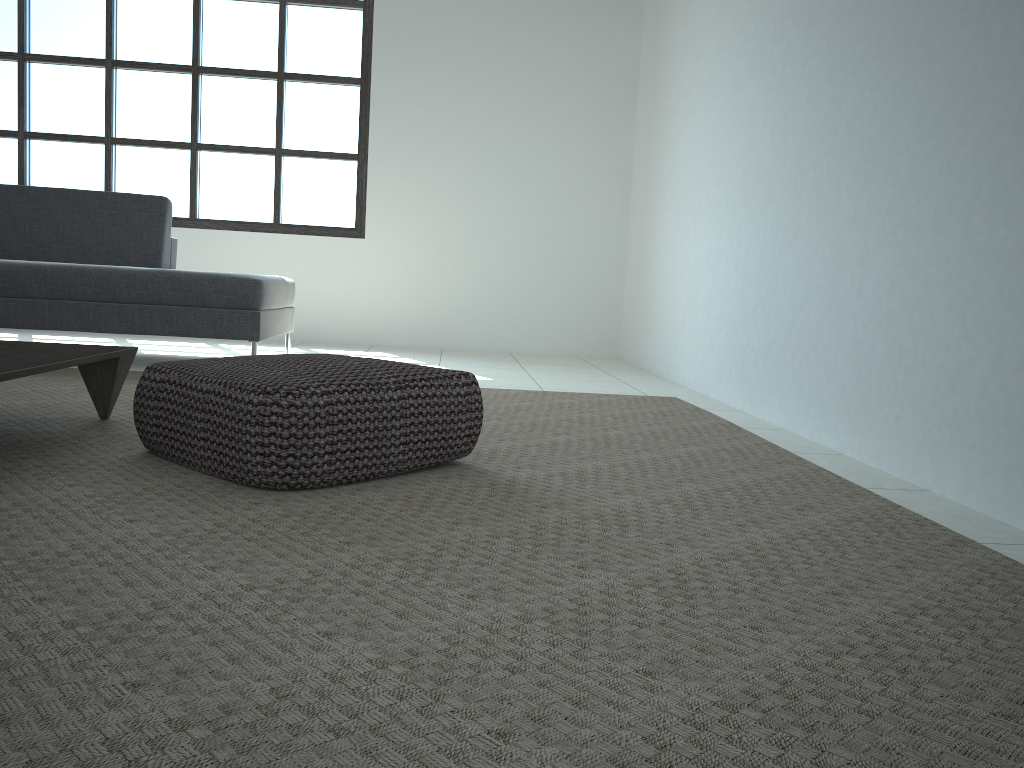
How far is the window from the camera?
6.20m

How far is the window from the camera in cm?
620

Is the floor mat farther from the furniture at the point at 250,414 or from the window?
the window

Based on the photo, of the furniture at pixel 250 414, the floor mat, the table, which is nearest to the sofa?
the floor mat

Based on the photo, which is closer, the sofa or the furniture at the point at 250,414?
the furniture at the point at 250,414

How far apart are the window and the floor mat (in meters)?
2.81

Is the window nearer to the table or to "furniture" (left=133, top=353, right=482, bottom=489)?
the table

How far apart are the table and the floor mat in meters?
0.0 m

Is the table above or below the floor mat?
above

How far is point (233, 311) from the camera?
4.1m
